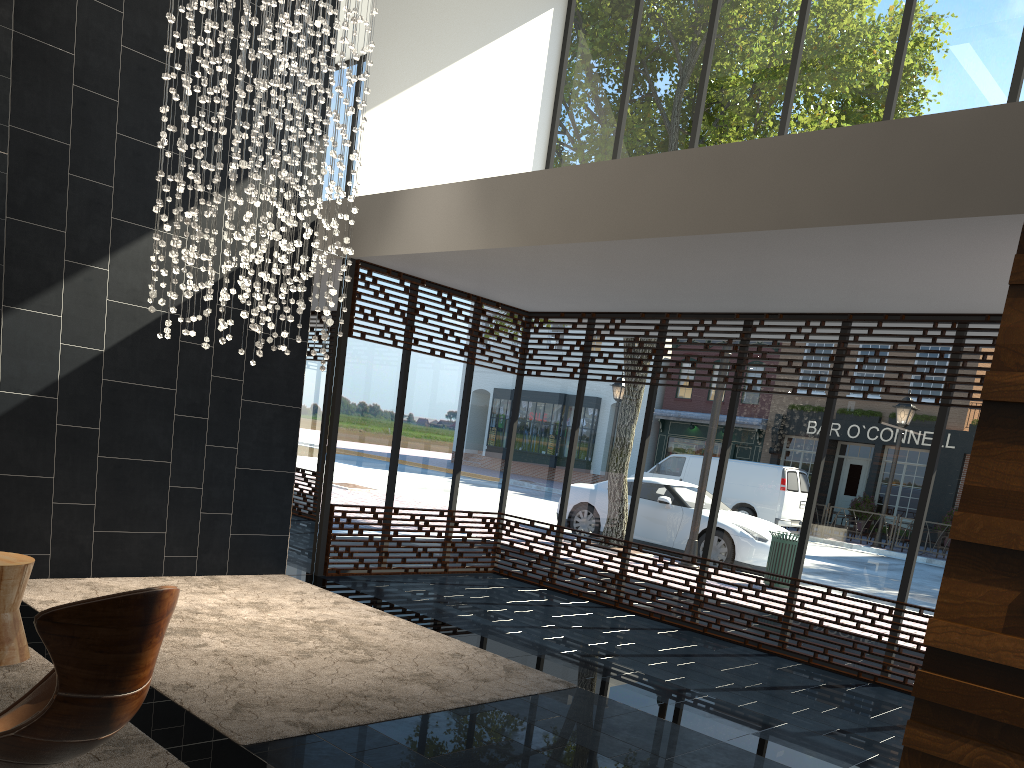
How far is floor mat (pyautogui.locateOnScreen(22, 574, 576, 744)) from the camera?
4.06m

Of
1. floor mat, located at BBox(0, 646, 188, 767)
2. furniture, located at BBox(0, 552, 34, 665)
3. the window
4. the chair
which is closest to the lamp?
the window

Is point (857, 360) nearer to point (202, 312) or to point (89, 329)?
point (202, 312)

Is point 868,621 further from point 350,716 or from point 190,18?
point 190,18

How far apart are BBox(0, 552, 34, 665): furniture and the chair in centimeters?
159cm

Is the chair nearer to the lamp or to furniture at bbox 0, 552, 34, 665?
furniture at bbox 0, 552, 34, 665

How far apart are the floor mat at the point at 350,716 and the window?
0.5 meters

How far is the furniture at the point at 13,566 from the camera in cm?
417

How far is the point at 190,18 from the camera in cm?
549

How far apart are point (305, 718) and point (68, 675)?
1.9m
